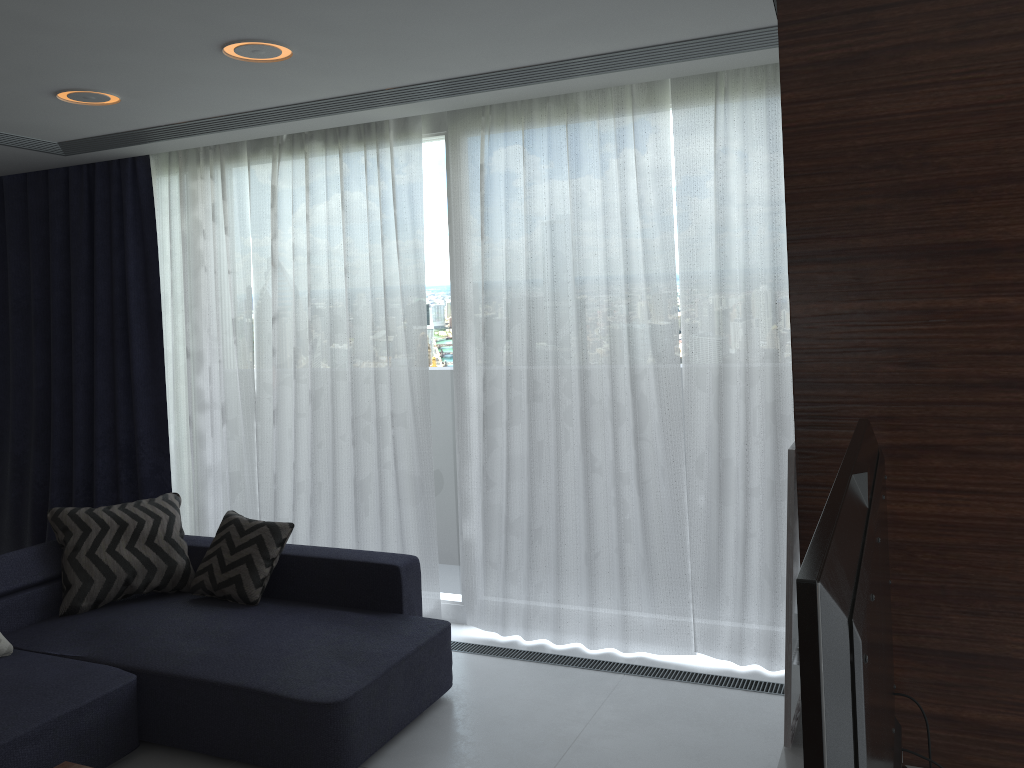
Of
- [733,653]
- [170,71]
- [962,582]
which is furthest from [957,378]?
[170,71]

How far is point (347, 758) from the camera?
3.04m

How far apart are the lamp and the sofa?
1.98m

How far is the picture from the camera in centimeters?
210cm

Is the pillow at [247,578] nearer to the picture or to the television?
the picture

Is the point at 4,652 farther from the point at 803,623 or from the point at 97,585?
the point at 803,623

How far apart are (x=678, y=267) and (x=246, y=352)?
2.4m

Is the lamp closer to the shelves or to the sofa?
the sofa

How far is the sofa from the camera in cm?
304

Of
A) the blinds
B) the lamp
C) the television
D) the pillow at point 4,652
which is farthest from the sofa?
the lamp
